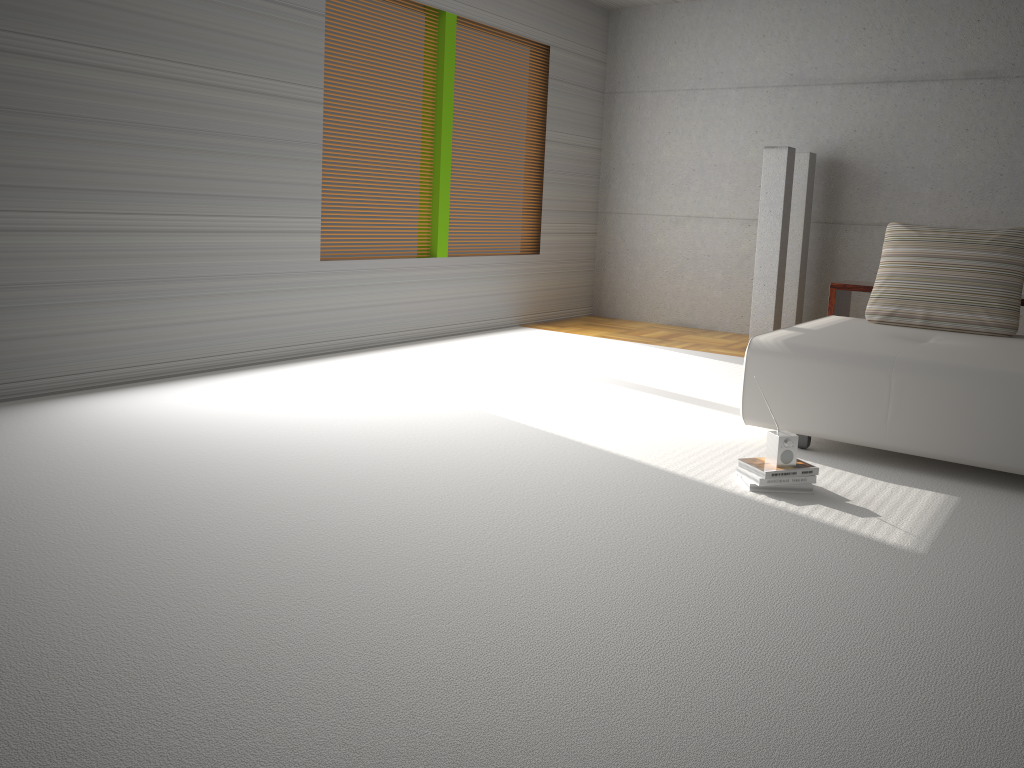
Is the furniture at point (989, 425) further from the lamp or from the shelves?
the lamp

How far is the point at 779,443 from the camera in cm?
362

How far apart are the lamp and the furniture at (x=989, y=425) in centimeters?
198cm

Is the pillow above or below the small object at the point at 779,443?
above

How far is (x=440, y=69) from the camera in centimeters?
685cm

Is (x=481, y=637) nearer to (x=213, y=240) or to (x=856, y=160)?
(x=213, y=240)

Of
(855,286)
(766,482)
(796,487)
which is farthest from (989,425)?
(855,286)

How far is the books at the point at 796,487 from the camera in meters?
3.6

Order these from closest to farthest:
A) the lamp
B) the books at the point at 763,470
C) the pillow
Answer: the books at the point at 763,470 → the pillow → the lamp

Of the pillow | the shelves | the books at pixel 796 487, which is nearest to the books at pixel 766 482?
the books at pixel 796 487
